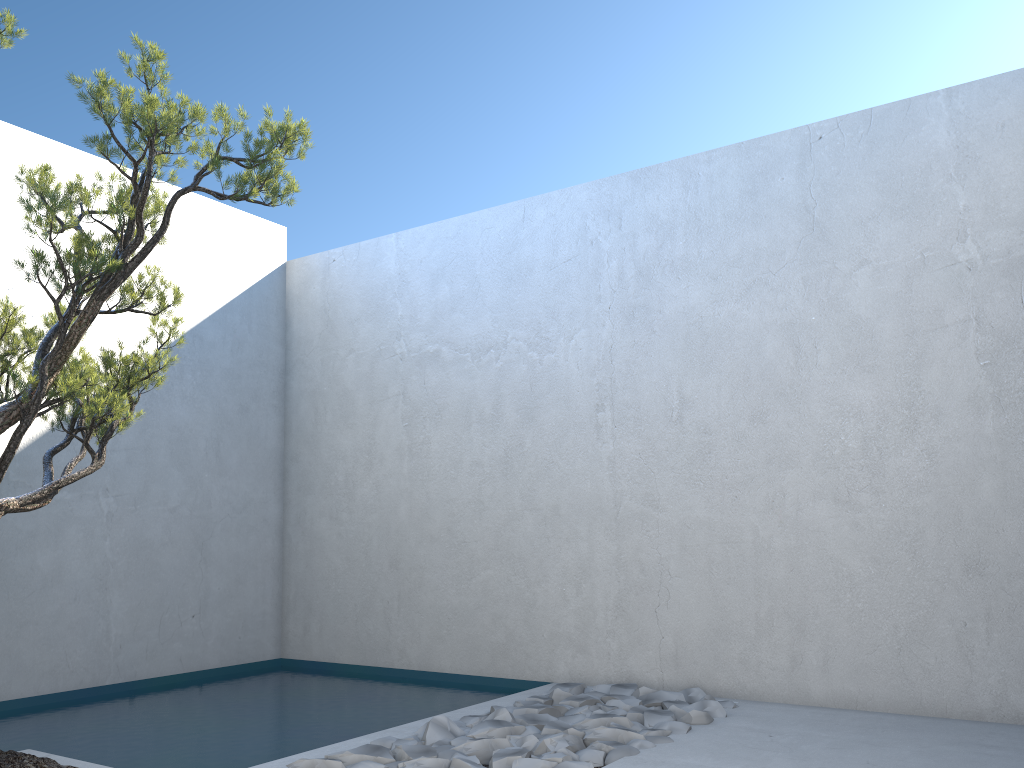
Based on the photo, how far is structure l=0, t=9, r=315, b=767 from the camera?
2.89m

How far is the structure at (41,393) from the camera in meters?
2.9

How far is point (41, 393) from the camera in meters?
2.9 m
